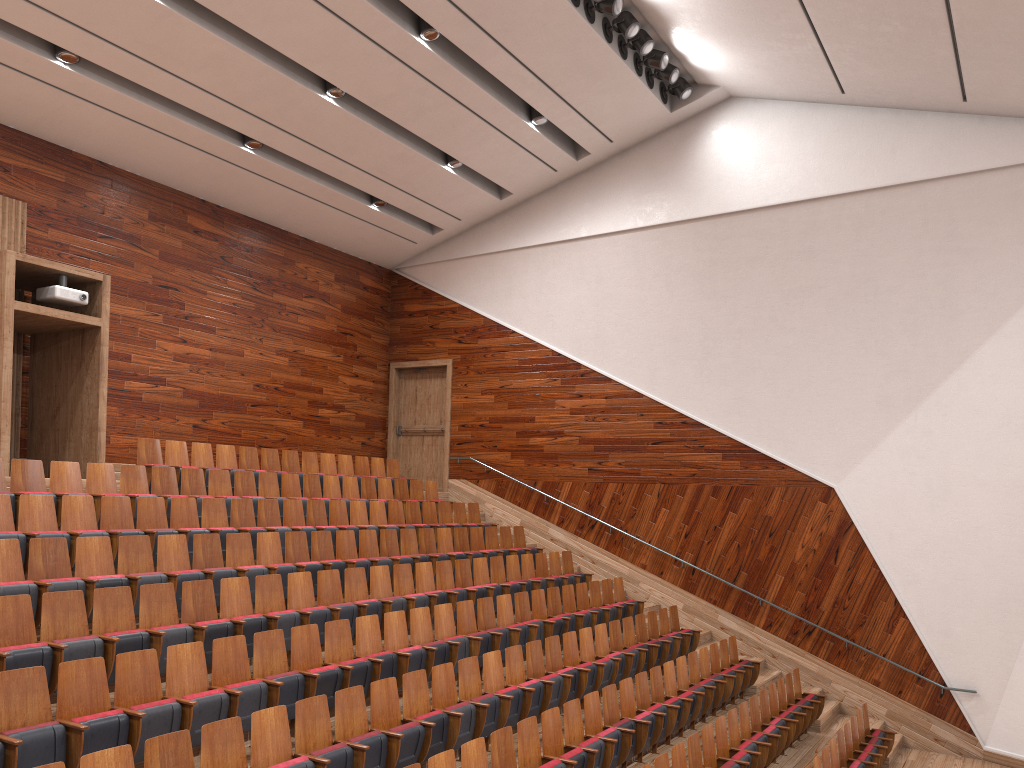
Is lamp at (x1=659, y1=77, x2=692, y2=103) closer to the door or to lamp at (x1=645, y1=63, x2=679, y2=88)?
lamp at (x1=645, y1=63, x2=679, y2=88)

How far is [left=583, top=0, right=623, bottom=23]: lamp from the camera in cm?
108

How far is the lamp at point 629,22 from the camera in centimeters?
112cm

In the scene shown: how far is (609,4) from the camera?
1.1 meters

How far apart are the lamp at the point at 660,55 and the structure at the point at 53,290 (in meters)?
0.77

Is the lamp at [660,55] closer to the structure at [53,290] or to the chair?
the chair

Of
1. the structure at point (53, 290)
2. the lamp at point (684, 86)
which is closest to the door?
the lamp at point (684, 86)

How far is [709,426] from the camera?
1.32m

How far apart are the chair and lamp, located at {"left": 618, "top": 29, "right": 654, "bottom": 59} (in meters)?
0.67

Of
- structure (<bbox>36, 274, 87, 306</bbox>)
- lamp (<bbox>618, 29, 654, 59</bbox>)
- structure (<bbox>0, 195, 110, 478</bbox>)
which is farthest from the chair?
lamp (<bbox>618, 29, 654, 59</bbox>)
